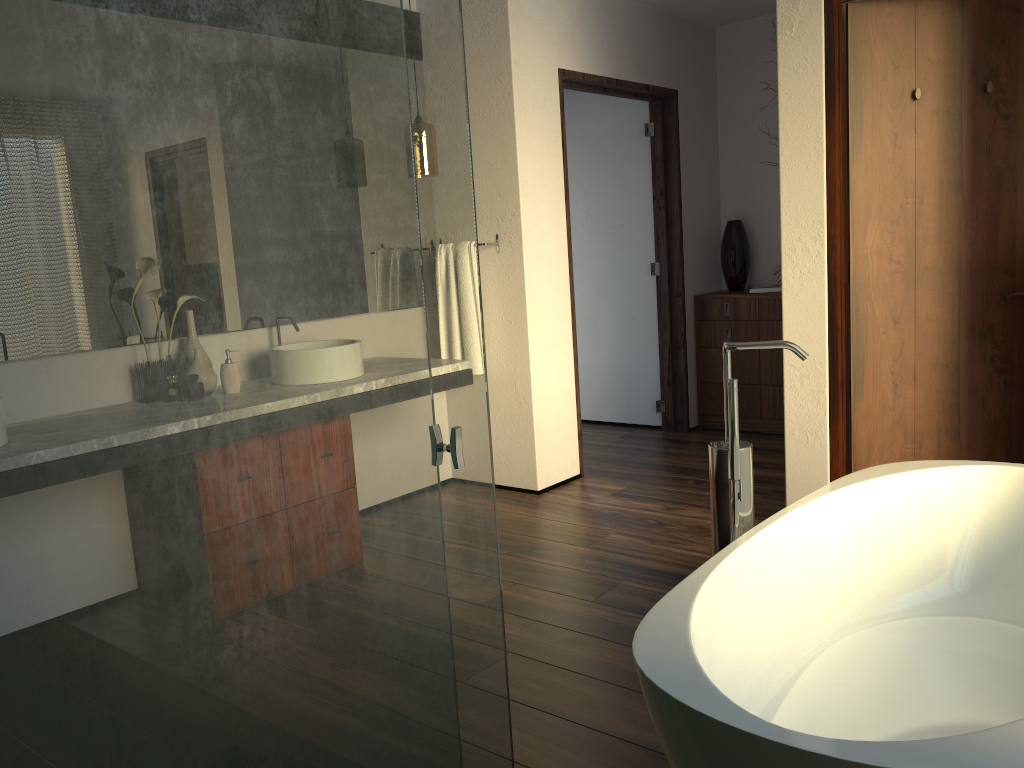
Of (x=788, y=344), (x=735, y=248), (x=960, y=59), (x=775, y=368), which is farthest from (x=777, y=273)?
(x=788, y=344)

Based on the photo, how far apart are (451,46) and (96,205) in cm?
63

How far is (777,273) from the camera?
5.1 meters

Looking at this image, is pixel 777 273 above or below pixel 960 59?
below

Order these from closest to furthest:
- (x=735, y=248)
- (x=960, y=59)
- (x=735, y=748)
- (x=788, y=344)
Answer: (x=735, y=748), (x=788, y=344), (x=960, y=59), (x=735, y=248)

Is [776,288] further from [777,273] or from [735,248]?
[735,248]

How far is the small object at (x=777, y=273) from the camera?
5.08m

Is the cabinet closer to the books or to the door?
the books

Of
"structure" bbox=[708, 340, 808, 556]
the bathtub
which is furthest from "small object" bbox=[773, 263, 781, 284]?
"structure" bbox=[708, 340, 808, 556]

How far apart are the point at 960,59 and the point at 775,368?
2.2m
